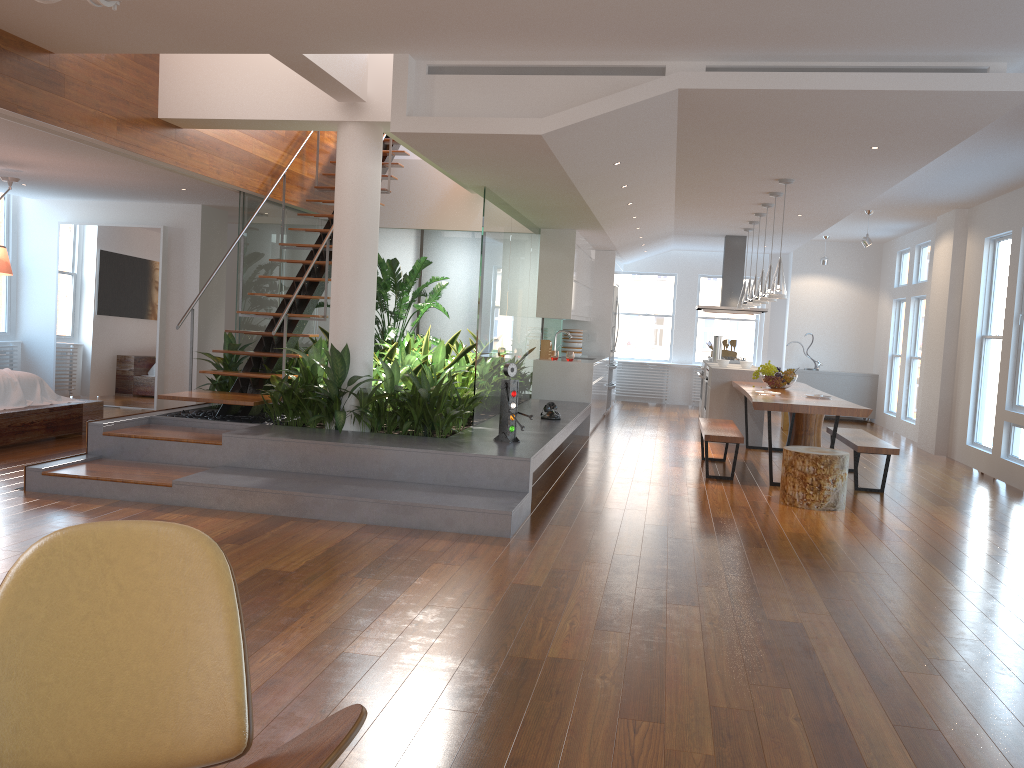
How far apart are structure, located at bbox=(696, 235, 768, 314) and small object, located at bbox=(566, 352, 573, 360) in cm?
255

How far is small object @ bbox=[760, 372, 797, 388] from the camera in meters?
8.6 m

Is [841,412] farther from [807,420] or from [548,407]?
[807,420]

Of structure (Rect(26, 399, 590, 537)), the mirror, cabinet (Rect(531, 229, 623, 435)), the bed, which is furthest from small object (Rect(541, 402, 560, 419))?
the mirror

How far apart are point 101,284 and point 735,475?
7.34m

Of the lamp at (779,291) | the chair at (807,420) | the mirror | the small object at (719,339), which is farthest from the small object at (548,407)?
the mirror

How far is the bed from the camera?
7.1m

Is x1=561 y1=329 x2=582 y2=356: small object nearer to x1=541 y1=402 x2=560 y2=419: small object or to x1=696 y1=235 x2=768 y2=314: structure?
x1=696 y1=235 x2=768 y2=314: structure

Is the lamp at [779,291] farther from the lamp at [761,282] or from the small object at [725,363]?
the small object at [725,363]

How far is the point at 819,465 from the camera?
6.3 meters
